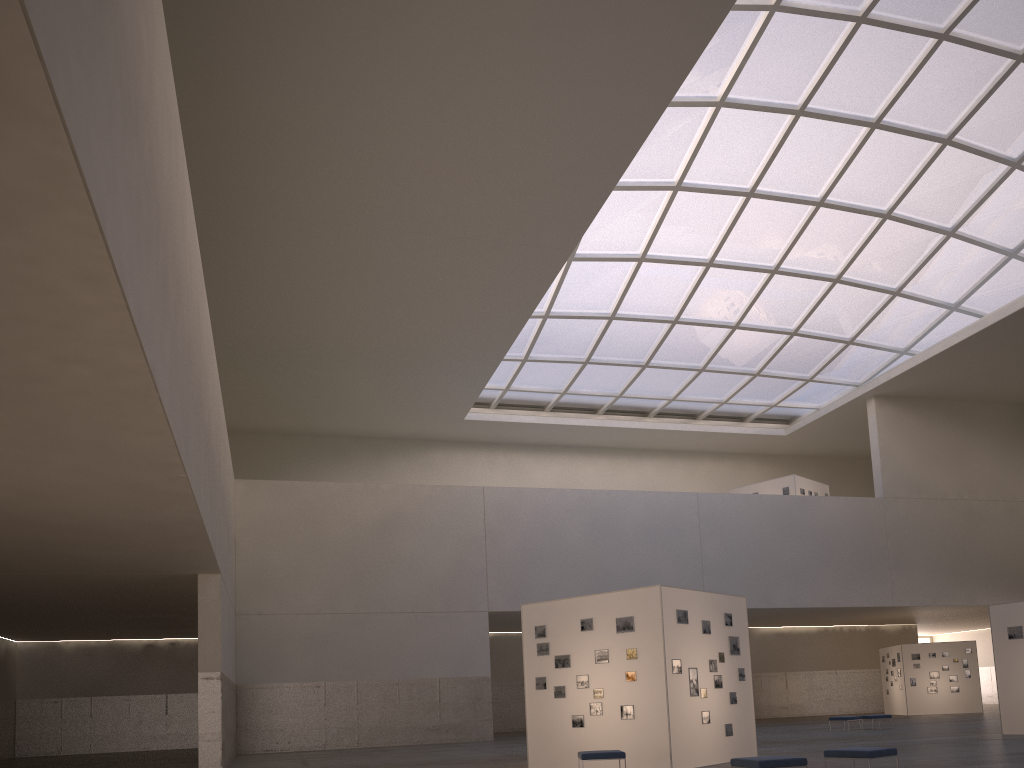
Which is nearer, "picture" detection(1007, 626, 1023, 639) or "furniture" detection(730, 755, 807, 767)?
"furniture" detection(730, 755, 807, 767)

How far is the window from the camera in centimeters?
3715cm

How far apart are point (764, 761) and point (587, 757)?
5.0m

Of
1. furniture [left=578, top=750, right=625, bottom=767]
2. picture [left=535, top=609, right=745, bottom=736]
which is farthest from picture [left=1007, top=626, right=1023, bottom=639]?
furniture [left=578, top=750, right=625, bottom=767]

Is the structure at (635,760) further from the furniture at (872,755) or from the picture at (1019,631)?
the picture at (1019,631)

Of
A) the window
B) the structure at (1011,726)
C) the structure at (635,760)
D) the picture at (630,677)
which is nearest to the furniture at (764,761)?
the structure at (635,760)

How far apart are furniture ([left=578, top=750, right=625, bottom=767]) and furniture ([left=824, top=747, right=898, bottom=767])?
4.3 meters

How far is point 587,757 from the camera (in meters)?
18.25

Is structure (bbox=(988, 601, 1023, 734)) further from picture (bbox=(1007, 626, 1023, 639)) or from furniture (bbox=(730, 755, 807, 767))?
furniture (bbox=(730, 755, 807, 767))

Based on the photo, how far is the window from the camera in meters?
37.2 m
